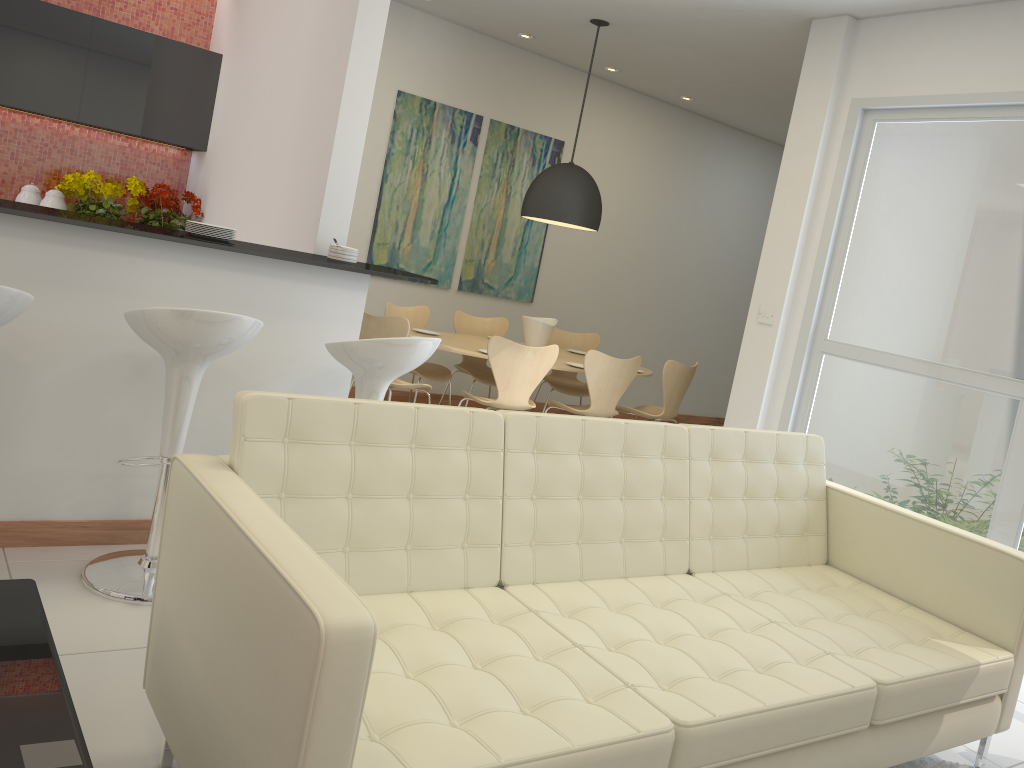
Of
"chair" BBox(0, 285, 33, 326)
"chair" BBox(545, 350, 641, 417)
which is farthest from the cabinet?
"chair" BBox(0, 285, 33, 326)

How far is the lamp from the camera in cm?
622

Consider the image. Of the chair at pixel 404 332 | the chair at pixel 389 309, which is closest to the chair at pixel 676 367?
the chair at pixel 389 309

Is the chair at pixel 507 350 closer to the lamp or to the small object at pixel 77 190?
the lamp

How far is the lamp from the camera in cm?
622

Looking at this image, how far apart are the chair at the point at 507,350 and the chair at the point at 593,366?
0.27m

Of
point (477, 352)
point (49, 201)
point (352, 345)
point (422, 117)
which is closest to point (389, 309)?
point (477, 352)

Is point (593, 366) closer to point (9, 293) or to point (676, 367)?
point (676, 367)

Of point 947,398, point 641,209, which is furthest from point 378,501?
point 641,209

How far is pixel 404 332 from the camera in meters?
5.5 m
